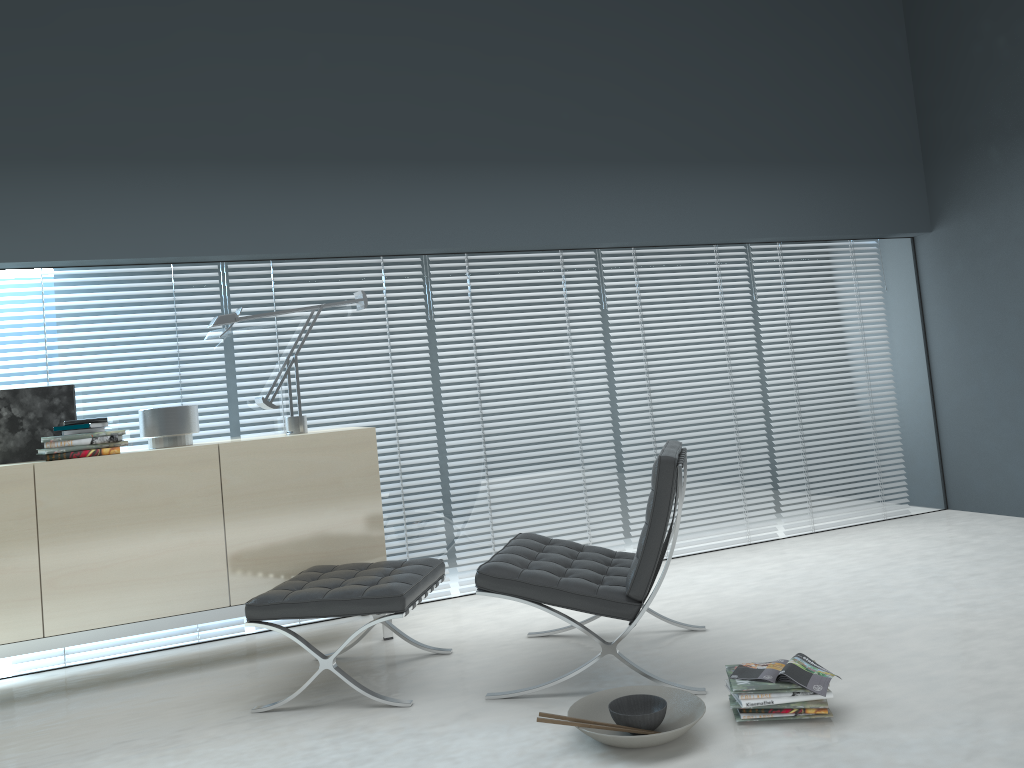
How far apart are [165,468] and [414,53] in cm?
231

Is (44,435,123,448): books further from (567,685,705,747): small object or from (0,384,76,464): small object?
(567,685,705,747): small object

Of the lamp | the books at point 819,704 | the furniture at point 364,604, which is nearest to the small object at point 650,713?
the books at point 819,704

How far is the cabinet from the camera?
3.3 meters

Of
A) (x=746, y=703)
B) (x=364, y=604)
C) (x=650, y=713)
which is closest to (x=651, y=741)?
(x=650, y=713)

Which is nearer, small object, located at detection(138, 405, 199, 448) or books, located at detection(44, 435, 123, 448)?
books, located at detection(44, 435, 123, 448)

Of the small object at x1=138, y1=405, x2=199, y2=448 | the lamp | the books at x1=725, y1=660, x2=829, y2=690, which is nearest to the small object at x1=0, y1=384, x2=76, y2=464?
the small object at x1=138, y1=405, x2=199, y2=448

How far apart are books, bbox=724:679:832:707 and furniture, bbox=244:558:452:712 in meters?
1.1 m

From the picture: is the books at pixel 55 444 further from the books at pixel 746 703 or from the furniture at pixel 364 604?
the books at pixel 746 703

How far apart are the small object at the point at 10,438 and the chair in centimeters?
191cm
